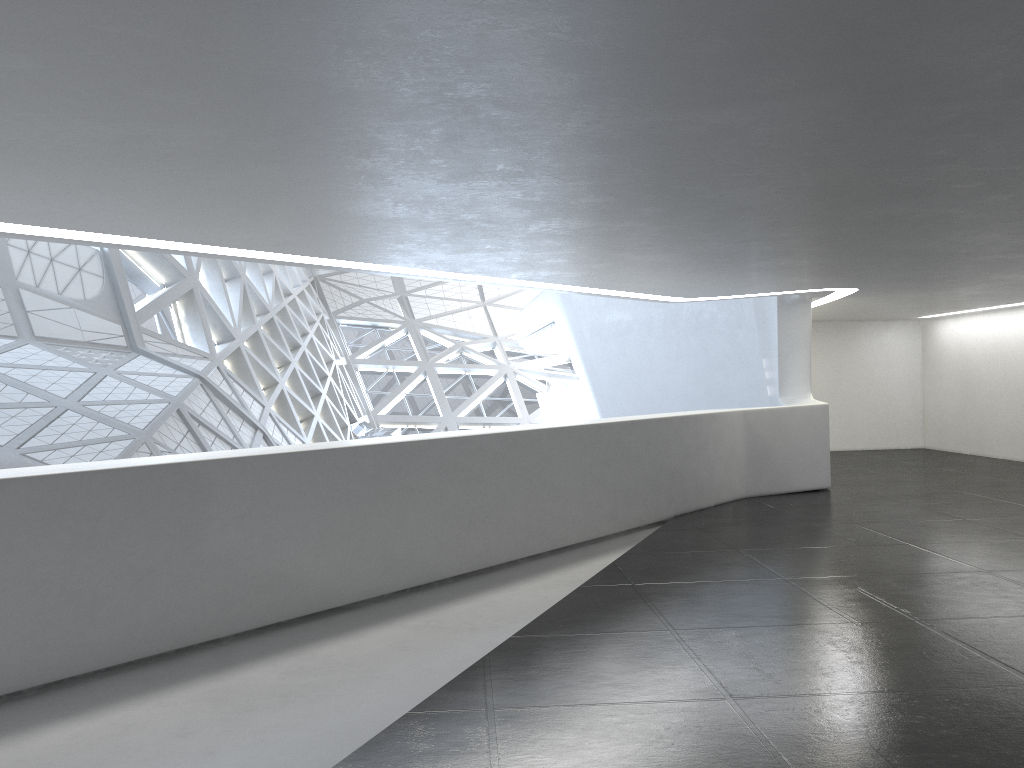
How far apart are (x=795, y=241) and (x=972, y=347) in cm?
1626
